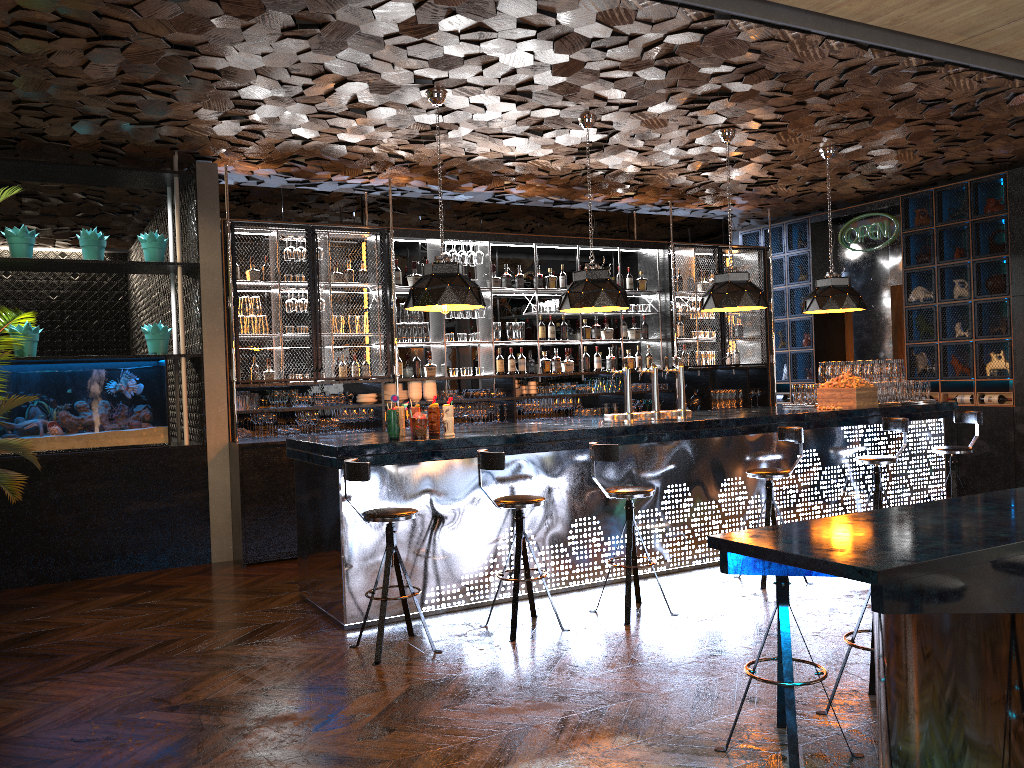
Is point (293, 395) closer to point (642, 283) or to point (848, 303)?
point (642, 283)

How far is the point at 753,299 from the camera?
7.5m

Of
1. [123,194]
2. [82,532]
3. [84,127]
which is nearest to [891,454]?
[82,532]

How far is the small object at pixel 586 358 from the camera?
10.1m

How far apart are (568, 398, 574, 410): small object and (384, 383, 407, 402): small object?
2.0m

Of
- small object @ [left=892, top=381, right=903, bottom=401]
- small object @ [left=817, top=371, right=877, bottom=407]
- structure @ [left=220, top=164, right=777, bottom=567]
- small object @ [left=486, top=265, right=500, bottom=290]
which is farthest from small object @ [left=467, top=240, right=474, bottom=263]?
small object @ [left=892, top=381, right=903, bottom=401]

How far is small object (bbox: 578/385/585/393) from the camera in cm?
989

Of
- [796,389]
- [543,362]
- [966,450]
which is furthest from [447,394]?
[966,450]

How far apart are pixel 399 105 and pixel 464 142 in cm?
124

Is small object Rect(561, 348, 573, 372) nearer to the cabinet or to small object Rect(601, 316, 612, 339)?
small object Rect(601, 316, 612, 339)
